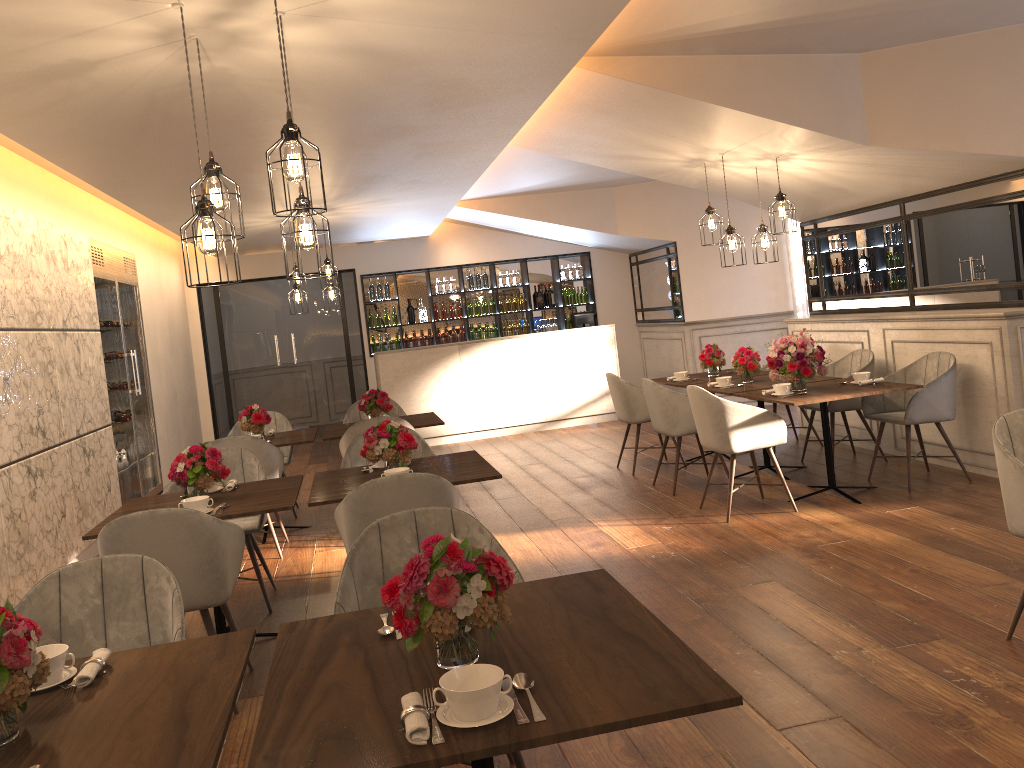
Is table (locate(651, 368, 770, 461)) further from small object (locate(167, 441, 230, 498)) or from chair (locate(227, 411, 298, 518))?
small object (locate(167, 441, 230, 498))

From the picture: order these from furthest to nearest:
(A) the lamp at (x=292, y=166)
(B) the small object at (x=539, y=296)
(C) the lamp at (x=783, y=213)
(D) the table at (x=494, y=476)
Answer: (B) the small object at (x=539, y=296) → (C) the lamp at (x=783, y=213) → (D) the table at (x=494, y=476) → (A) the lamp at (x=292, y=166)

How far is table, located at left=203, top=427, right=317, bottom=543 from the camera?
6.5m

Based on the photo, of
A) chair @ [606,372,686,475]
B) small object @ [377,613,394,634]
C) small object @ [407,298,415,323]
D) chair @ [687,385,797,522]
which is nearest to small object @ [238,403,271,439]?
chair @ [606,372,686,475]

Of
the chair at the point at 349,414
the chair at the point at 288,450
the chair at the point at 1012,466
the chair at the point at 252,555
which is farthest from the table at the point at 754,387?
the chair at the point at 288,450

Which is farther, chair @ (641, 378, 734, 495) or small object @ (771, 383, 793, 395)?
chair @ (641, 378, 734, 495)

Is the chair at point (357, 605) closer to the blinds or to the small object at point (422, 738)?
the small object at point (422, 738)

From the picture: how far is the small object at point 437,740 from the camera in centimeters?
162cm

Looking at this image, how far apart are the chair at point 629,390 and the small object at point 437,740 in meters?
5.9

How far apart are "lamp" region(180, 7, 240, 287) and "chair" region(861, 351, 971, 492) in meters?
4.6
